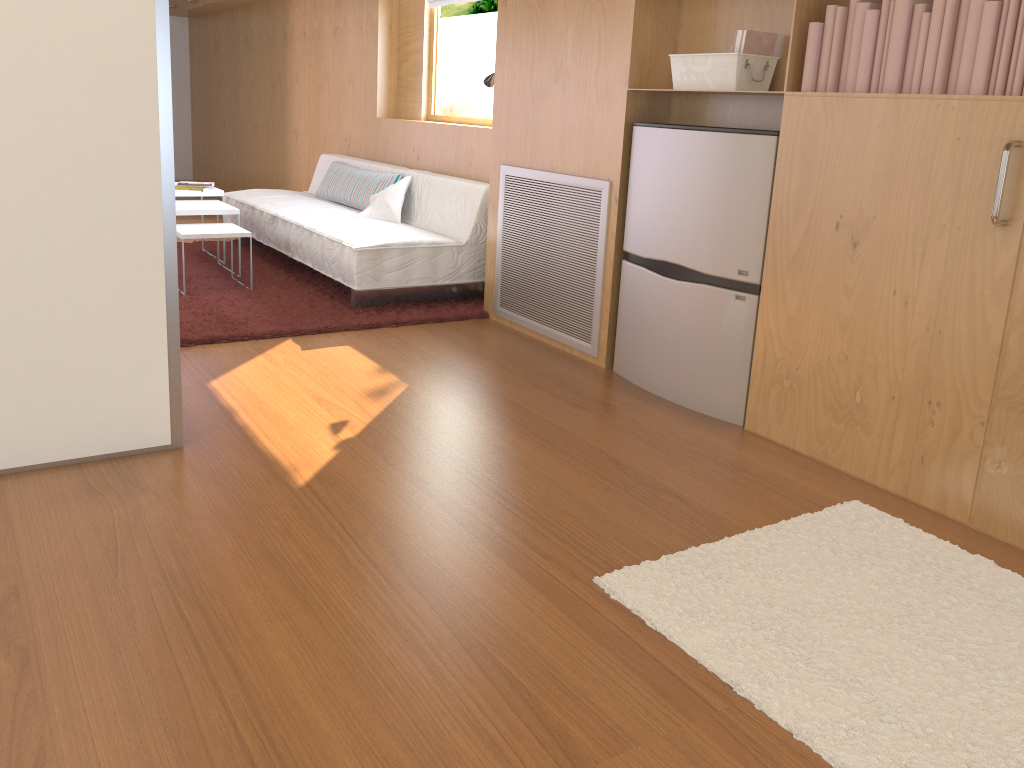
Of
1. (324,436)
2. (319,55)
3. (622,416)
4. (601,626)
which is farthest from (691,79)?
(319,55)

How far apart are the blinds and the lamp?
1.23m

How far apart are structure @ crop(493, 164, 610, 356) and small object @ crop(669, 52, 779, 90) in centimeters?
48cm

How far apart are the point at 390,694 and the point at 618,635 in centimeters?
49cm

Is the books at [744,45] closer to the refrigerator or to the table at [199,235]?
the refrigerator

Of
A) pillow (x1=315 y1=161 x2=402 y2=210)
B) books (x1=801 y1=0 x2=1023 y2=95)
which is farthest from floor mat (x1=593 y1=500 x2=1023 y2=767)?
pillow (x1=315 y1=161 x2=402 y2=210)

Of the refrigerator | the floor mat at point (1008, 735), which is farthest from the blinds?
the floor mat at point (1008, 735)

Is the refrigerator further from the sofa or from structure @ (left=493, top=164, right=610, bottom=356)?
the sofa

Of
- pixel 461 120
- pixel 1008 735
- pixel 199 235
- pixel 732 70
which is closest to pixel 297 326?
pixel 199 235

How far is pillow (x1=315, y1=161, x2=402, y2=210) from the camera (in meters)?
5.17
